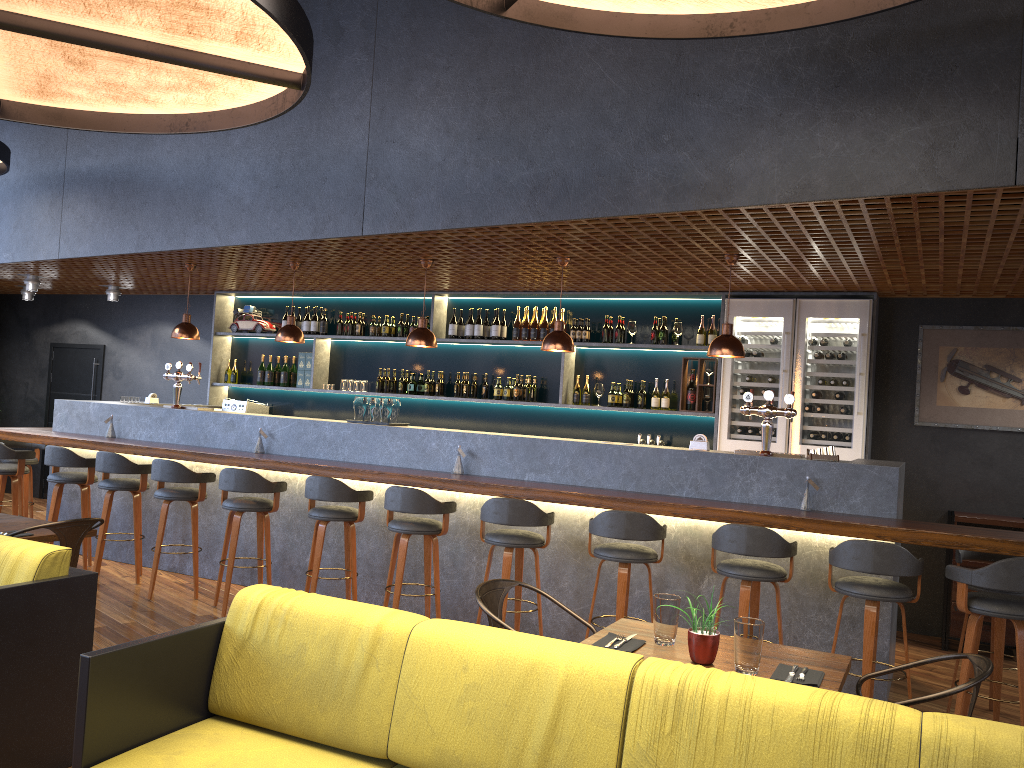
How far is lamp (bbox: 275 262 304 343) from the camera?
7.4 meters

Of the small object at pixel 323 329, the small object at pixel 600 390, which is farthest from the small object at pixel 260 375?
the small object at pixel 600 390

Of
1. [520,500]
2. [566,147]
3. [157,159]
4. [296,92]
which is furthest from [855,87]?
[157,159]

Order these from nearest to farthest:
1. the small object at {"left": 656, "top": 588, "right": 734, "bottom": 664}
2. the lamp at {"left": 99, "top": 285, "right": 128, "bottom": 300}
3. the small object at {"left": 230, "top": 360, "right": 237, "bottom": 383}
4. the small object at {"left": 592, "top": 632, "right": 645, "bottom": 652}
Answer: the small object at {"left": 656, "top": 588, "right": 734, "bottom": 664} → the small object at {"left": 592, "top": 632, "right": 645, "bottom": 652} → the small object at {"left": 230, "top": 360, "right": 237, "bottom": 383} → the lamp at {"left": 99, "top": 285, "right": 128, "bottom": 300}

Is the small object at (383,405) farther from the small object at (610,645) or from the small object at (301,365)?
the small object at (610,645)

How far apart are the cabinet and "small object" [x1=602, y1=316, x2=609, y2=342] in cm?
316

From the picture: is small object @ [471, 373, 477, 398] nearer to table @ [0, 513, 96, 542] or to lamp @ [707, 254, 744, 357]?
lamp @ [707, 254, 744, 357]

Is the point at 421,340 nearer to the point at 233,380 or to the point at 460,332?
the point at 460,332

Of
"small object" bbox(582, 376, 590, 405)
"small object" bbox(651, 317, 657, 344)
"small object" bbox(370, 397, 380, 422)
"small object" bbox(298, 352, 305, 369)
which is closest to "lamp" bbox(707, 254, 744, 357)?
"small object" bbox(651, 317, 657, 344)

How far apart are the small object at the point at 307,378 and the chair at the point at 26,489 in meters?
2.7 m
